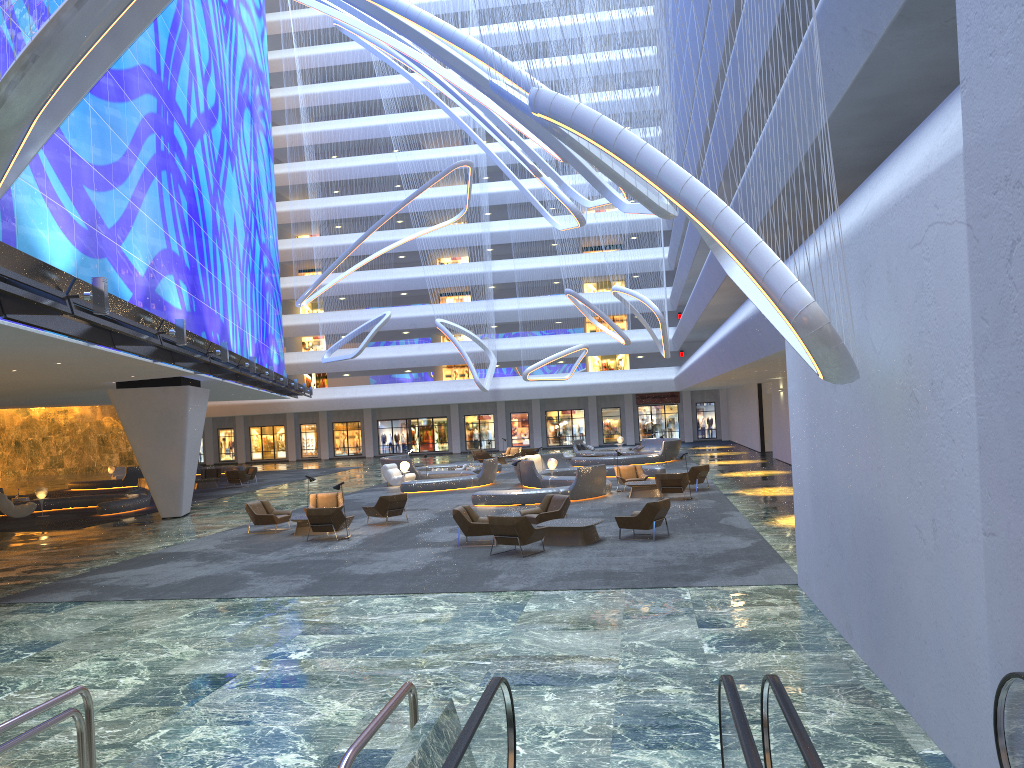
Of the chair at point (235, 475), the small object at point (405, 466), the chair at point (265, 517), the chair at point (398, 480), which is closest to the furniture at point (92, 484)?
the chair at point (235, 475)

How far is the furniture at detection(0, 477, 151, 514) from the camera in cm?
2877

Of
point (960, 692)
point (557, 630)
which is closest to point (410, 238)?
point (557, 630)

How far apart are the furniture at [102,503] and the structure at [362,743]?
25.5m

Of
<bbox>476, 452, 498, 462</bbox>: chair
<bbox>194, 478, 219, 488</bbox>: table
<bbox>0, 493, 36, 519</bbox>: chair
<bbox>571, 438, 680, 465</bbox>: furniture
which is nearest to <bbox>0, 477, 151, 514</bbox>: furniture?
<bbox>0, 493, 36, 519</bbox>: chair

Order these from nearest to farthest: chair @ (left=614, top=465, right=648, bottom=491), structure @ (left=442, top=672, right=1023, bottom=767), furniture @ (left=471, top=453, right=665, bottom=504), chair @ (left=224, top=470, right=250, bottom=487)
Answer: structure @ (left=442, top=672, right=1023, bottom=767) < furniture @ (left=471, top=453, right=665, bottom=504) < chair @ (left=614, top=465, right=648, bottom=491) < chair @ (left=224, top=470, right=250, bottom=487)

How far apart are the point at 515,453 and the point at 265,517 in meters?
26.7 m

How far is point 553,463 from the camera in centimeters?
3034cm

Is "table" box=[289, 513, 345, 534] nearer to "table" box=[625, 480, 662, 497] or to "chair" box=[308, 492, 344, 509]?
"chair" box=[308, 492, 344, 509]

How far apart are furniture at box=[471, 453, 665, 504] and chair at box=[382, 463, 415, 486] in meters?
4.7
